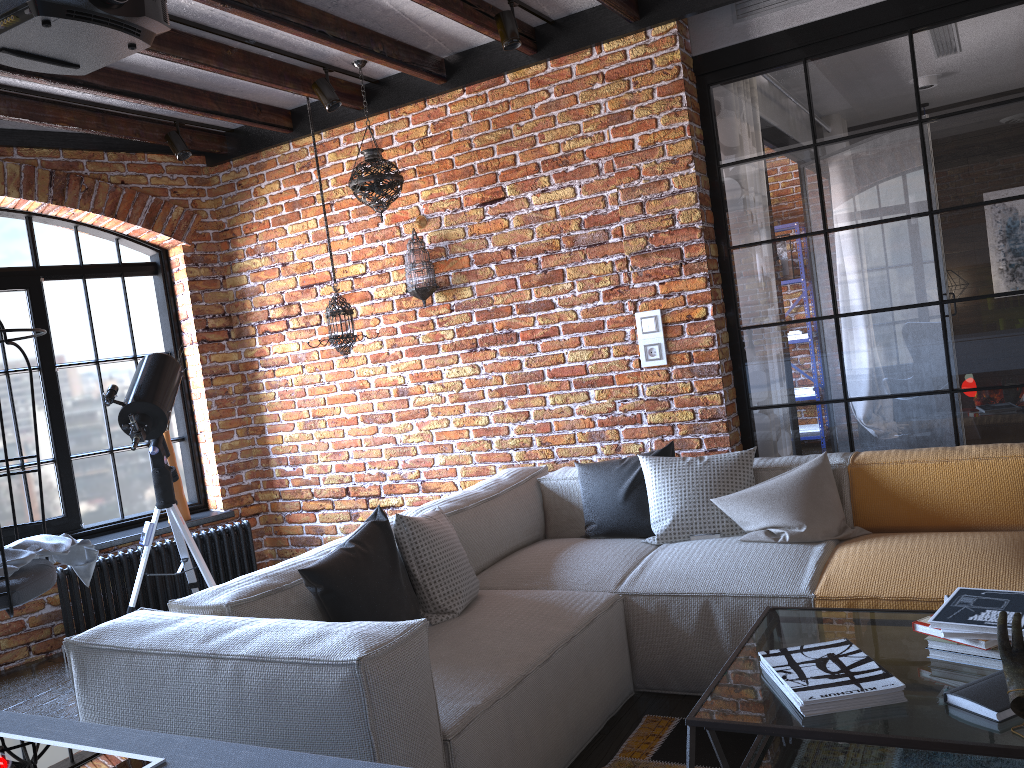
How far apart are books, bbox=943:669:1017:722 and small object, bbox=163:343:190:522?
4.3m

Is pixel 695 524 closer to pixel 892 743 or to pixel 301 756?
pixel 892 743

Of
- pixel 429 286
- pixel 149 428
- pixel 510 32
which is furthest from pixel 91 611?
pixel 510 32

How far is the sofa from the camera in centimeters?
197cm

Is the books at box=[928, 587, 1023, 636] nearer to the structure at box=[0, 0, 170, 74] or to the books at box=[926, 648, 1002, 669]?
the books at box=[926, 648, 1002, 669]

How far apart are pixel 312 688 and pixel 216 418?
3.6m

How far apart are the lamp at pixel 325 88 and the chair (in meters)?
2.12

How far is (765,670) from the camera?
2.11m

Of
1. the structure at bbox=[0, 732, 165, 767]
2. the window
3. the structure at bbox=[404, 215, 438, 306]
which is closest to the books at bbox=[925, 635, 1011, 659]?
the structure at bbox=[0, 732, 165, 767]

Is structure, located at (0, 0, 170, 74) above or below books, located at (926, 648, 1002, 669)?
above
